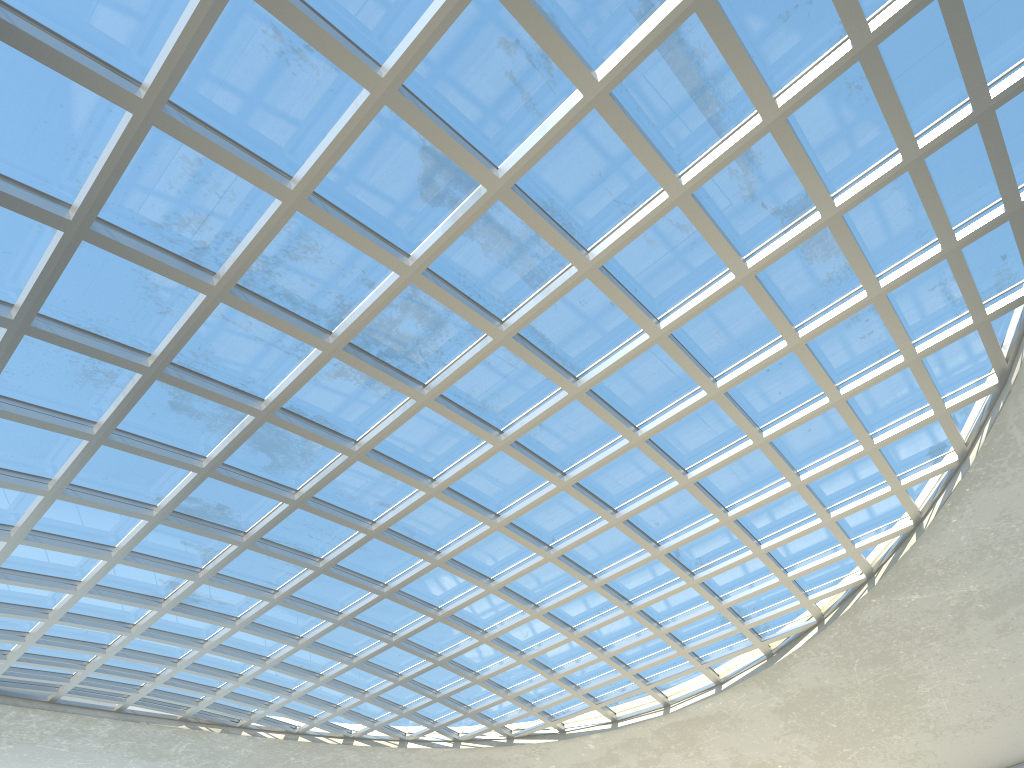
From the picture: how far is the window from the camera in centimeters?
3093cm

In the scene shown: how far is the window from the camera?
30.93m

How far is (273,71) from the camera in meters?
30.9
